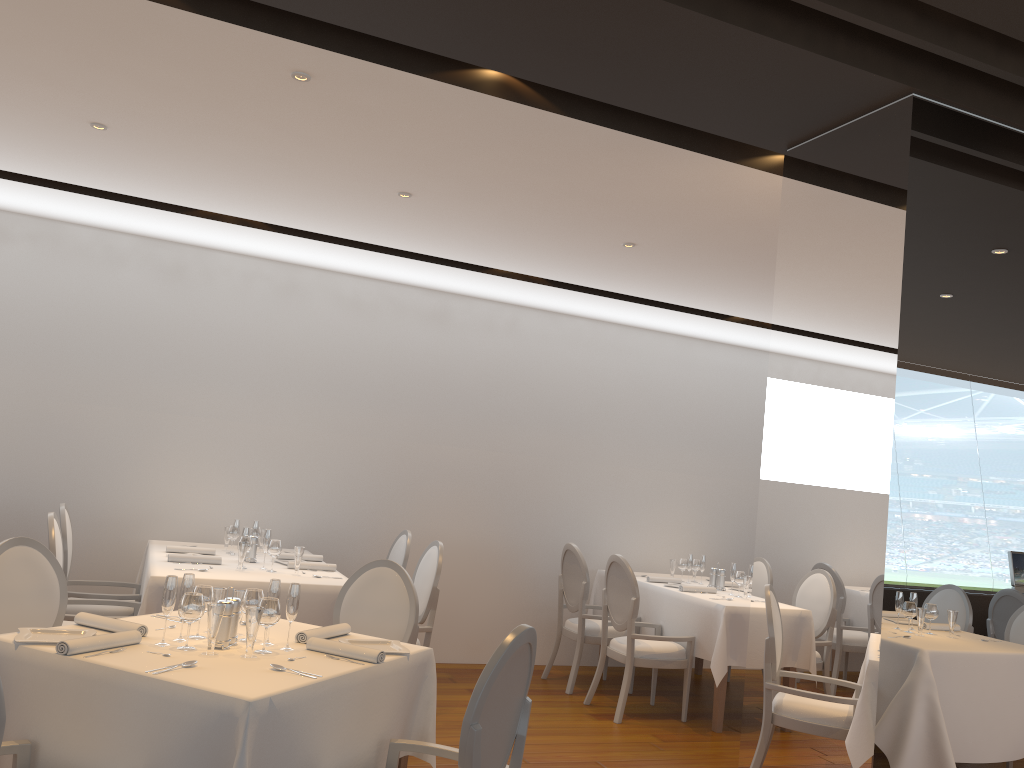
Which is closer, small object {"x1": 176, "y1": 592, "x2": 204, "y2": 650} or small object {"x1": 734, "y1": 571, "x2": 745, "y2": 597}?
small object {"x1": 176, "y1": 592, "x2": 204, "y2": 650}

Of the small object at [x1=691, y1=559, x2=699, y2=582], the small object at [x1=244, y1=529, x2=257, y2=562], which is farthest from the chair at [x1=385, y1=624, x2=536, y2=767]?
the small object at [x1=691, y1=559, x2=699, y2=582]

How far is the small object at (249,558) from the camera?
5.6 meters

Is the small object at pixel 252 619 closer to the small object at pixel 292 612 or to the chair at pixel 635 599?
the small object at pixel 292 612

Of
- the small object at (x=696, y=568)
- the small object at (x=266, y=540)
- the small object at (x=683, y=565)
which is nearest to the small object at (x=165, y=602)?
the small object at (x=266, y=540)

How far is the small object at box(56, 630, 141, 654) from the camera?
2.79m

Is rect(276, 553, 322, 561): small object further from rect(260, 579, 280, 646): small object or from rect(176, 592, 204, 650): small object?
rect(176, 592, 204, 650): small object

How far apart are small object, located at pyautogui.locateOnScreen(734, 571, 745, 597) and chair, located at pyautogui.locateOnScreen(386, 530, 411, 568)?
2.4m

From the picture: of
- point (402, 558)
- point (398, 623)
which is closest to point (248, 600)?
point (398, 623)

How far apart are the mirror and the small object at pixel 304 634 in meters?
1.6
